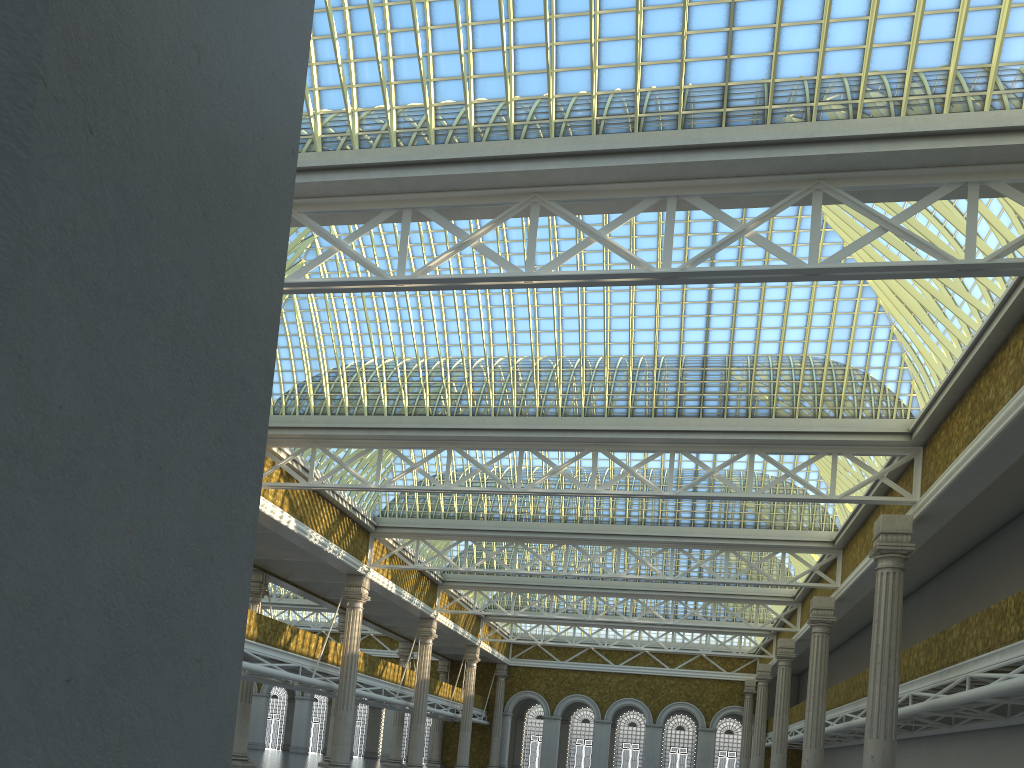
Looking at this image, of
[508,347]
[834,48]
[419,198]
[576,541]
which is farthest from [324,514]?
[834,48]

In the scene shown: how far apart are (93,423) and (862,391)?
25.0m
